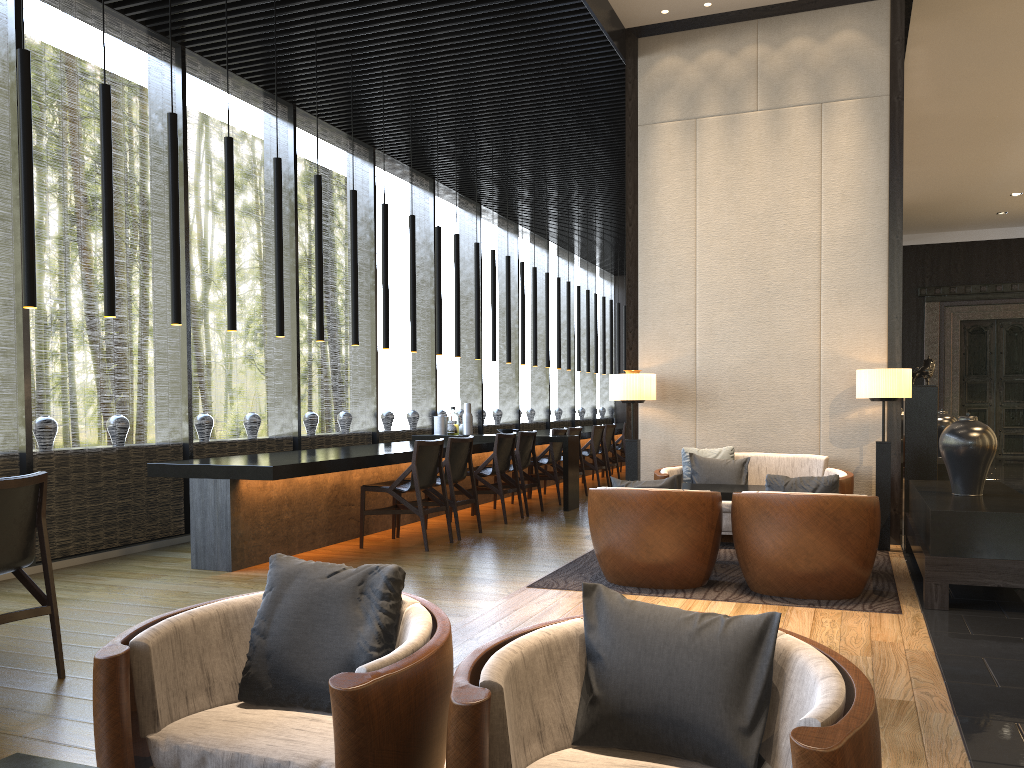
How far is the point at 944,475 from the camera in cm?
801

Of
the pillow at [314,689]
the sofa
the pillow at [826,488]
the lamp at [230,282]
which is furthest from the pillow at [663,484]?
the pillow at [314,689]

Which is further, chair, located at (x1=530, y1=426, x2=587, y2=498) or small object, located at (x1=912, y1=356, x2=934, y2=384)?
chair, located at (x1=530, y1=426, x2=587, y2=498)

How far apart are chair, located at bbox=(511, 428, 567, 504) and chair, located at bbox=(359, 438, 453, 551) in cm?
273

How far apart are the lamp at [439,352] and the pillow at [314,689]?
6.6m

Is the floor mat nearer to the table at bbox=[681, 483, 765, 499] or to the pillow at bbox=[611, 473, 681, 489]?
the table at bbox=[681, 483, 765, 499]

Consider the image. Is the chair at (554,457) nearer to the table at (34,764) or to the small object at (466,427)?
the small object at (466,427)

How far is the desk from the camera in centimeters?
576cm

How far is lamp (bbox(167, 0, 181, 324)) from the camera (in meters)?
5.37

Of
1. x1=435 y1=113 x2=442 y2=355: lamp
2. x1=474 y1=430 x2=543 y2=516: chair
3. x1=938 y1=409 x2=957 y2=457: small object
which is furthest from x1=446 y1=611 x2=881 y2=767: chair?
x1=938 y1=409 x2=957 y2=457: small object
